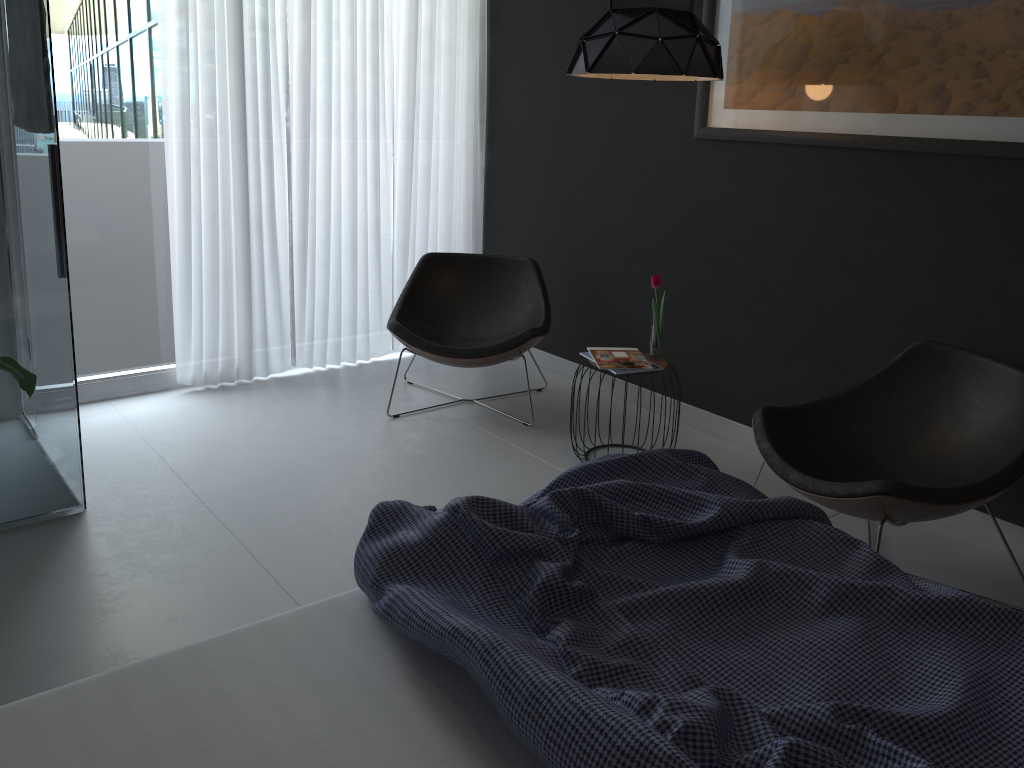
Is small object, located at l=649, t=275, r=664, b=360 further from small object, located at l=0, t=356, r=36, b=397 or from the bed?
small object, located at l=0, t=356, r=36, b=397

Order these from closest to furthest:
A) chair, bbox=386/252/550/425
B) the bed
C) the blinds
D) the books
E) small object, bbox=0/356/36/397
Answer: the bed → small object, bbox=0/356/36/397 → the books → chair, bbox=386/252/550/425 → the blinds

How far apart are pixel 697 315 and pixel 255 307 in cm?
224

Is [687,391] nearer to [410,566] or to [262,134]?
[262,134]

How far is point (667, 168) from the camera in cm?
405

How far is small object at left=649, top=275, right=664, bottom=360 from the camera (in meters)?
3.60

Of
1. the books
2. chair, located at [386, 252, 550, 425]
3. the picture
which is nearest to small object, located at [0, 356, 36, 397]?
chair, located at [386, 252, 550, 425]

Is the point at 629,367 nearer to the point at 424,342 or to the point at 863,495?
the point at 424,342

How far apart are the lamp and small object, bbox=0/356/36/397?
2.04m

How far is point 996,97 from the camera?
2.88m
